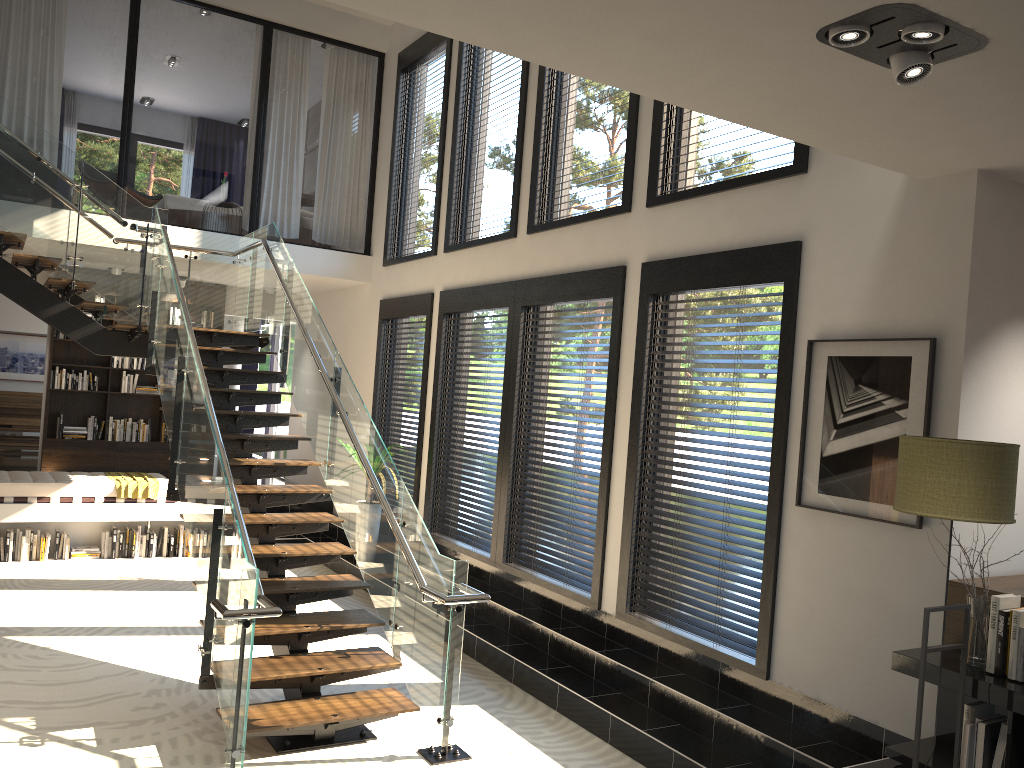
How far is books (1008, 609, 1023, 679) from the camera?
3.5 meters

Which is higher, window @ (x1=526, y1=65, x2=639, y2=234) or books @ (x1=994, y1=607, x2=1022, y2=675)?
window @ (x1=526, y1=65, x2=639, y2=234)

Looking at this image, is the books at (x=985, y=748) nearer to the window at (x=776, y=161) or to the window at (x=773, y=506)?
the window at (x=773, y=506)

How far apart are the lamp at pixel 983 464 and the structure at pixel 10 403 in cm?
1364

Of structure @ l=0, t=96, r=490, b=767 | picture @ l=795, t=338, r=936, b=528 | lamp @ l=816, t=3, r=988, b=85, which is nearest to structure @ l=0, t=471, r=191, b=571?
structure @ l=0, t=96, r=490, b=767

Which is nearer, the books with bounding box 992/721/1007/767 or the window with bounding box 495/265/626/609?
the books with bounding box 992/721/1007/767

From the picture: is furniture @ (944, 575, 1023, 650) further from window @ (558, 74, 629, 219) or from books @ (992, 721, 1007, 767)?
window @ (558, 74, 629, 219)

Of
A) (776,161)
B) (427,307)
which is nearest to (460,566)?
(776,161)

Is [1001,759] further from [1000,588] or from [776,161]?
[776,161]

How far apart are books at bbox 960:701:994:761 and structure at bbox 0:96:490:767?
2.4m
